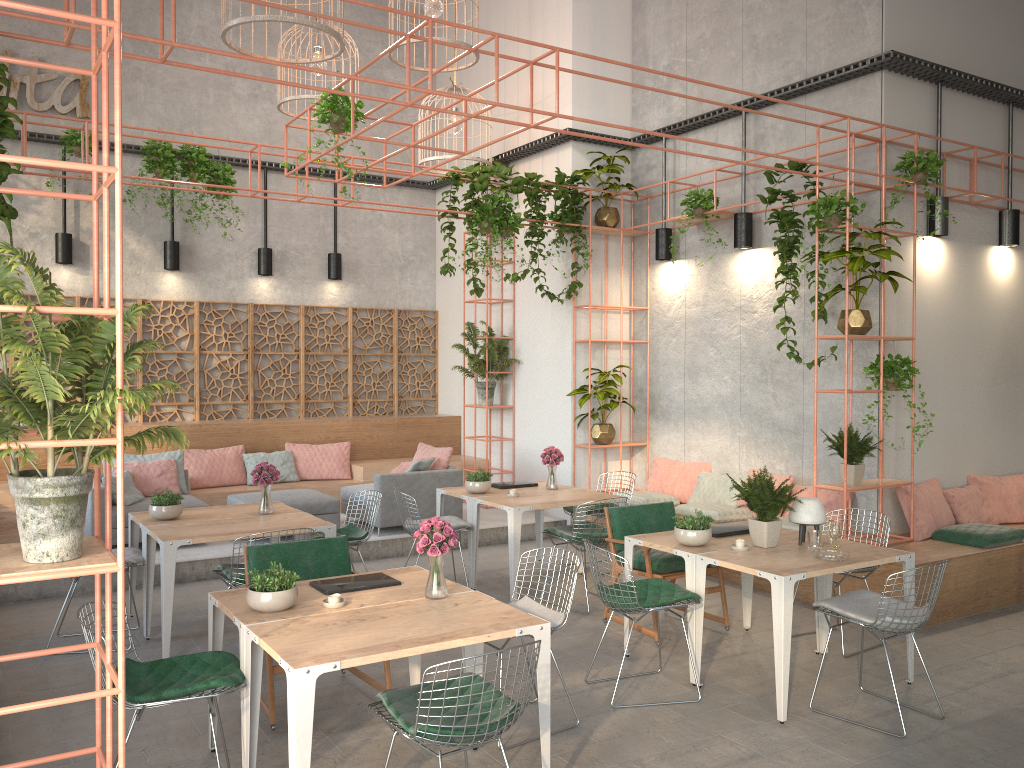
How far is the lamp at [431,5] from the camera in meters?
8.2

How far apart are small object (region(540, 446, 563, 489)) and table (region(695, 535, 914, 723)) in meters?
2.9

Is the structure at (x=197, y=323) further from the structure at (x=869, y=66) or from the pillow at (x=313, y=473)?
the structure at (x=869, y=66)

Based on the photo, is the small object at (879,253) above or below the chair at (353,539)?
above

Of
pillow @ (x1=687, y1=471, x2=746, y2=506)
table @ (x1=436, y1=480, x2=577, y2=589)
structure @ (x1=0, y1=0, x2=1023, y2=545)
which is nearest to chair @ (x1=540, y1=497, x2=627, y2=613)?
table @ (x1=436, y1=480, x2=577, y2=589)

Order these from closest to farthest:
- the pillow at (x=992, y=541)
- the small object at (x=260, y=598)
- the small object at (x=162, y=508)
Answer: the small object at (x=260, y=598) → the small object at (x=162, y=508) → the pillow at (x=992, y=541)

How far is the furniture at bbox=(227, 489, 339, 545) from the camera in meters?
9.2

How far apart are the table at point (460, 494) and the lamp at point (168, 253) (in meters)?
5.11

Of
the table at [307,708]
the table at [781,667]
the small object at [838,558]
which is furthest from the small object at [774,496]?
the table at [307,708]

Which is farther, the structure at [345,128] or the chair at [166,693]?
the structure at [345,128]
